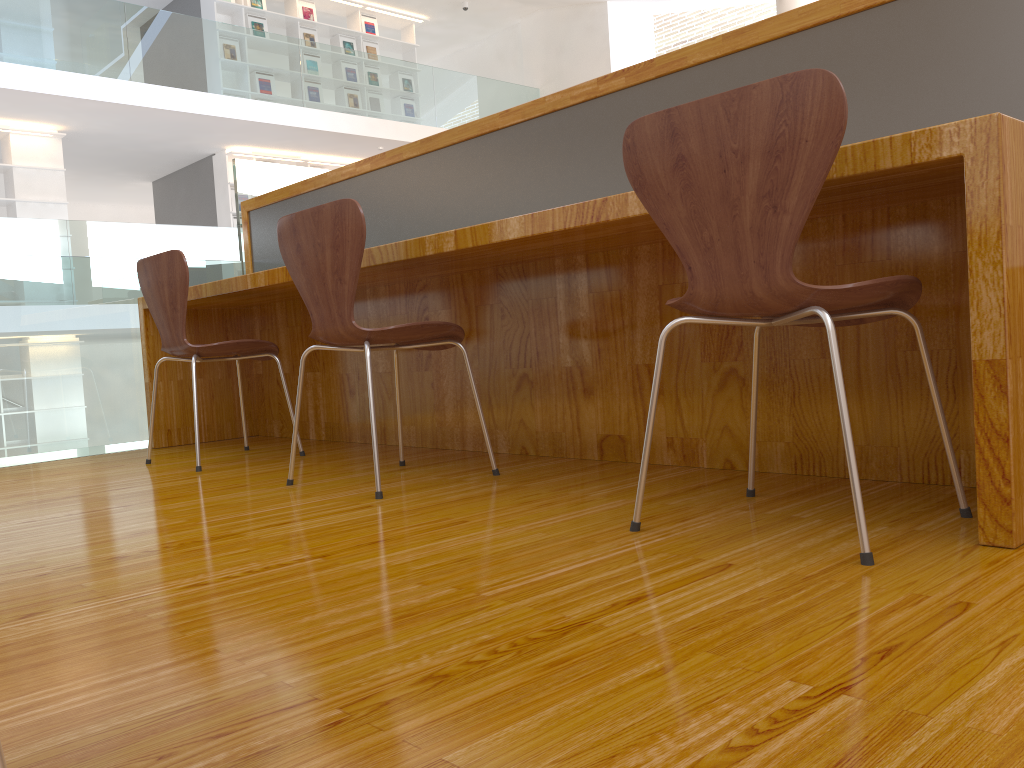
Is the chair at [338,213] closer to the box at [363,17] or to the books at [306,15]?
the books at [306,15]

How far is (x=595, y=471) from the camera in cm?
221

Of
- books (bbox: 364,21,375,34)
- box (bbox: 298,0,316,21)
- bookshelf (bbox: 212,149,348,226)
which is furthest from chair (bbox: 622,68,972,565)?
books (bbox: 364,21,375,34)

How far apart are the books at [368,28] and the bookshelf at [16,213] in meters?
4.3 m

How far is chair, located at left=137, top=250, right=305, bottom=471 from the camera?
2.75m

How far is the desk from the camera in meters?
1.3

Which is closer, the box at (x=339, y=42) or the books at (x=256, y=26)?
the books at (x=256, y=26)

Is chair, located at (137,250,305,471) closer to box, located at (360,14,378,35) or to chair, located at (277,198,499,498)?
chair, located at (277,198,499,498)

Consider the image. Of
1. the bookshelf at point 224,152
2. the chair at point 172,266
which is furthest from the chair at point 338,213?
the bookshelf at point 224,152

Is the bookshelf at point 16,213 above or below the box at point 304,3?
below
